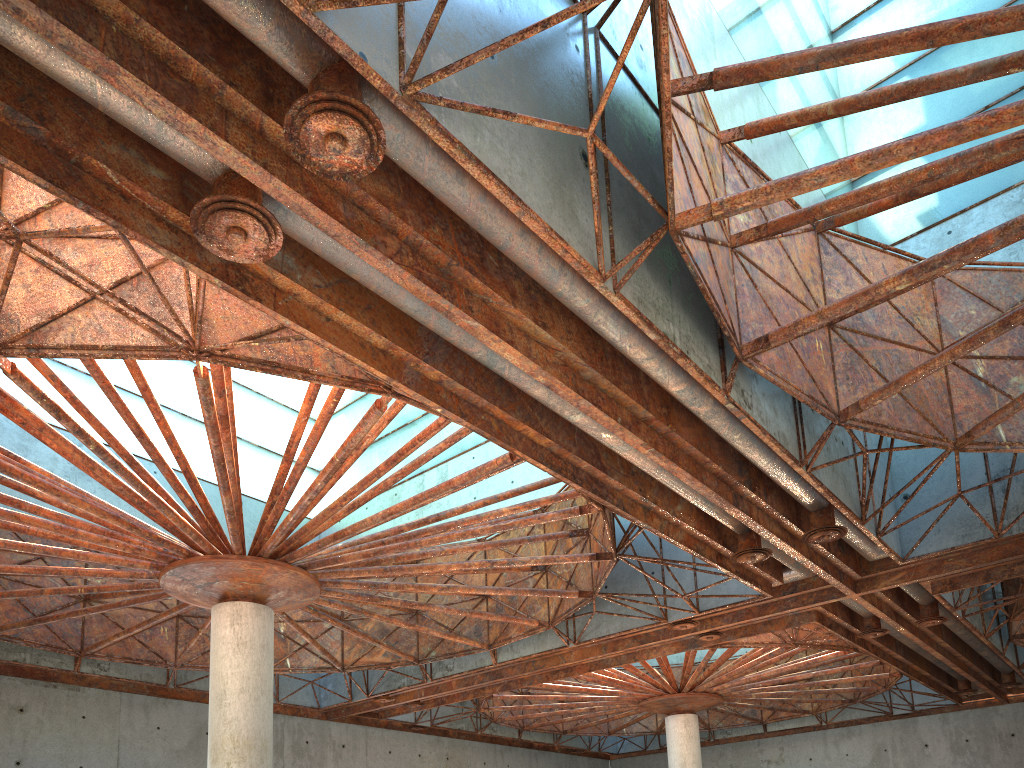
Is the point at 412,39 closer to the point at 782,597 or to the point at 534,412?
the point at 534,412

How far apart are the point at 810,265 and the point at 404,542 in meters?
14.0 m

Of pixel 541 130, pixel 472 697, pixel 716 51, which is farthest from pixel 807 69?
pixel 472 697
